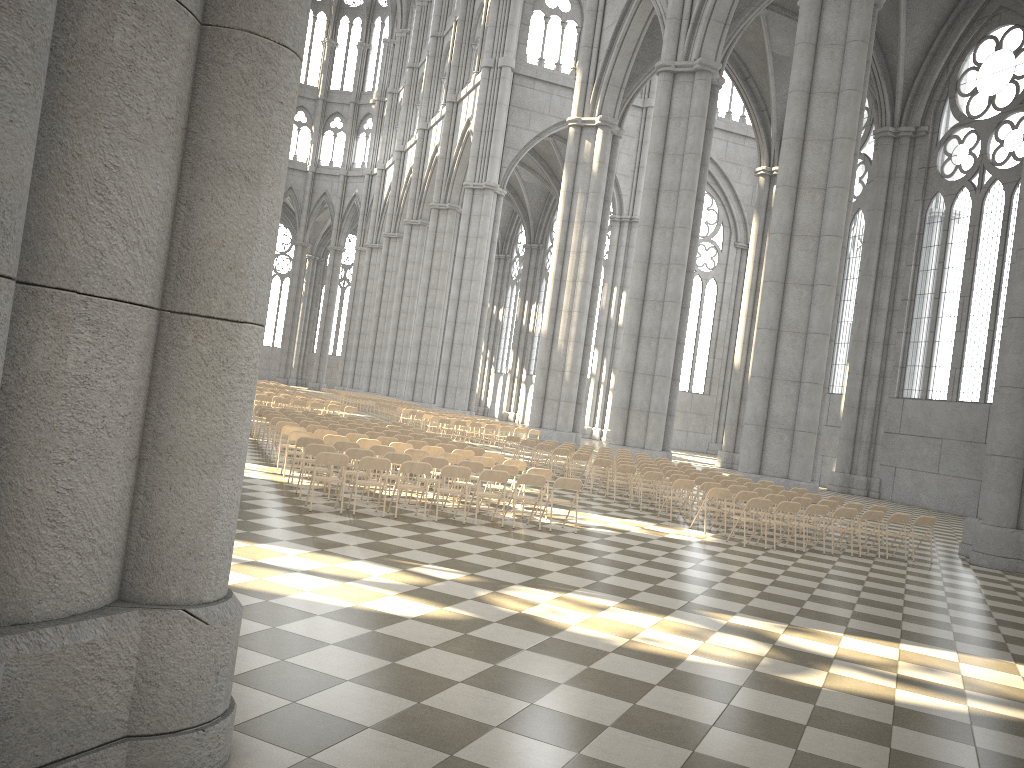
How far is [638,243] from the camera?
30.76m

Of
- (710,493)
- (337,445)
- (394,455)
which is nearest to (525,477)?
Result: (394,455)

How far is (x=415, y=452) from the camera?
14.7 meters

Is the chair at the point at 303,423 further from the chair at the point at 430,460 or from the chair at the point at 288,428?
the chair at the point at 430,460

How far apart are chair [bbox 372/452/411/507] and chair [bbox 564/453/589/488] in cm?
794

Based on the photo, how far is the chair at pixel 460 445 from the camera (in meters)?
18.58

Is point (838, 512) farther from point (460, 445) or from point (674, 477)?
point (460, 445)

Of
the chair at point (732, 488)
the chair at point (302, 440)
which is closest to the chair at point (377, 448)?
the chair at point (302, 440)

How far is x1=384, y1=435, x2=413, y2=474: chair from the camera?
18.14m

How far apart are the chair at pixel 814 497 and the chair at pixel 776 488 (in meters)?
1.13
